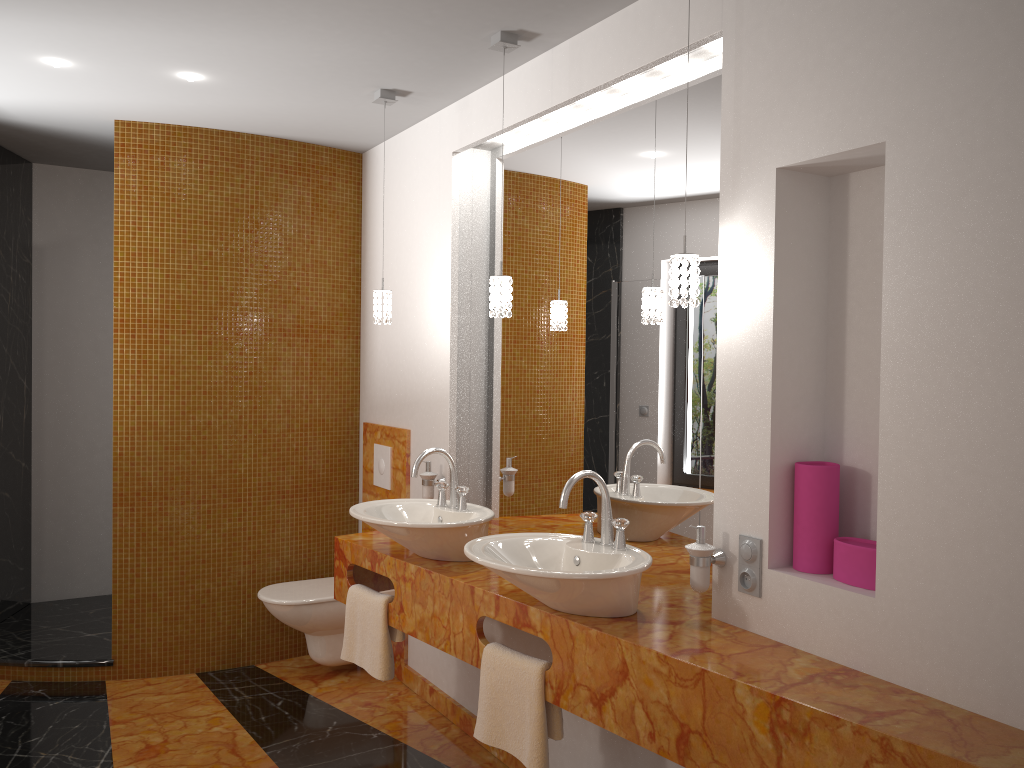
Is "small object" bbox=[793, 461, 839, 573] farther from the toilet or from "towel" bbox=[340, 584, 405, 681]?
the toilet

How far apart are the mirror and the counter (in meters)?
0.03

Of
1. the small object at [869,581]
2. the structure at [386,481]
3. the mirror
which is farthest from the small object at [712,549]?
the structure at [386,481]

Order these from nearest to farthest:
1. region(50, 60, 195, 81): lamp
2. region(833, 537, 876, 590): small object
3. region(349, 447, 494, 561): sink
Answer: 1. region(833, 537, 876, 590): small object
2. region(349, 447, 494, 561): sink
3. region(50, 60, 195, 81): lamp

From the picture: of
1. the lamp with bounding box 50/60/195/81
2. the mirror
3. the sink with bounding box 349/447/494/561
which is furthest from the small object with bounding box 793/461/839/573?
the lamp with bounding box 50/60/195/81

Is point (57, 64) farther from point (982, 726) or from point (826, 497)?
point (982, 726)

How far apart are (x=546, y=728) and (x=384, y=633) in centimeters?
83cm

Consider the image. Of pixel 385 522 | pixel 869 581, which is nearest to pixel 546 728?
pixel 385 522

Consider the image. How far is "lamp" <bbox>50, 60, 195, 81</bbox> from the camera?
3.2m

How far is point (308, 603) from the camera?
3.9 meters
